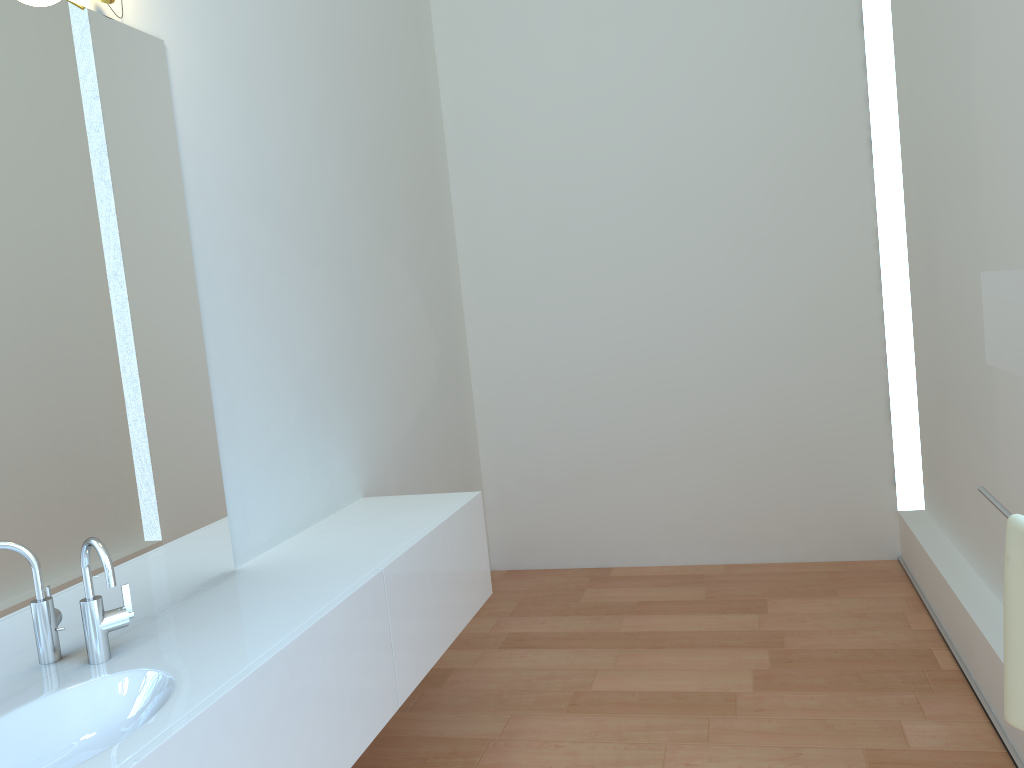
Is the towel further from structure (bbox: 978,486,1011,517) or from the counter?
the counter

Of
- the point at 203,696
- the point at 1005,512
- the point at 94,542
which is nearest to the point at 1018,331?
the point at 1005,512

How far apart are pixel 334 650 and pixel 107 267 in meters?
1.0

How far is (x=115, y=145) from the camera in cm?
211

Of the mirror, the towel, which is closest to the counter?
the towel

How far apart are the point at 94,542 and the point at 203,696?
0.4 meters

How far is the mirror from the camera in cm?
140

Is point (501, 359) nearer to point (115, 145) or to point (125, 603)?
point (115, 145)

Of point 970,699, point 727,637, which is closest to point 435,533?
point 727,637

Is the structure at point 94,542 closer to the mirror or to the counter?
the counter
